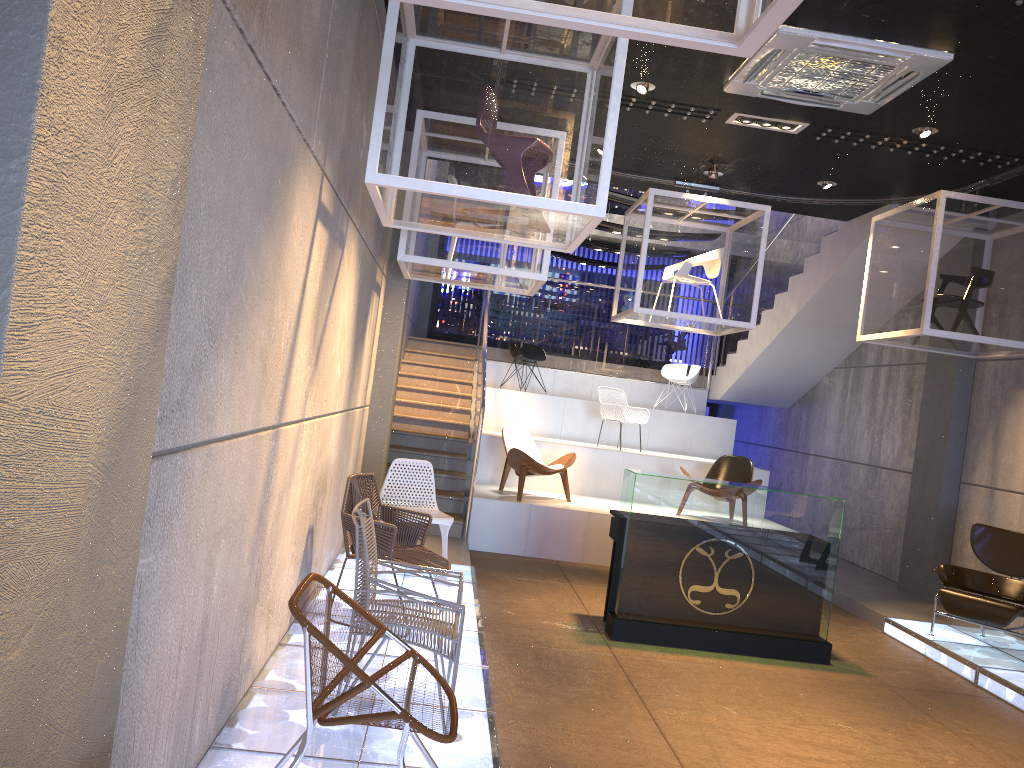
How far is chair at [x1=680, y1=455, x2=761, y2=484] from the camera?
10.2 meters

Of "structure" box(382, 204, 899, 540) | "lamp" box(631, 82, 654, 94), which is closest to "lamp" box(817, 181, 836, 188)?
"structure" box(382, 204, 899, 540)

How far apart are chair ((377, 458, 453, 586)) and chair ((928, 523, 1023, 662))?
4.01m

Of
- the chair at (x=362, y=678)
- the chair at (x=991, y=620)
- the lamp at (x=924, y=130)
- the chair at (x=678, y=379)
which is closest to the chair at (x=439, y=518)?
the chair at (x=362, y=678)

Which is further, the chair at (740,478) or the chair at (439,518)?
the chair at (740,478)

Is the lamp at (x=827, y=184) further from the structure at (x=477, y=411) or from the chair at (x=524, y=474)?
the chair at (x=524, y=474)

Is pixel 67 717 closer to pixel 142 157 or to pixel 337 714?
pixel 142 157

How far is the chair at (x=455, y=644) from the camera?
3.86m

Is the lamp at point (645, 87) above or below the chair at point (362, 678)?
above

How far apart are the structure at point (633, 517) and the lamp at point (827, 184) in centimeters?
337cm
